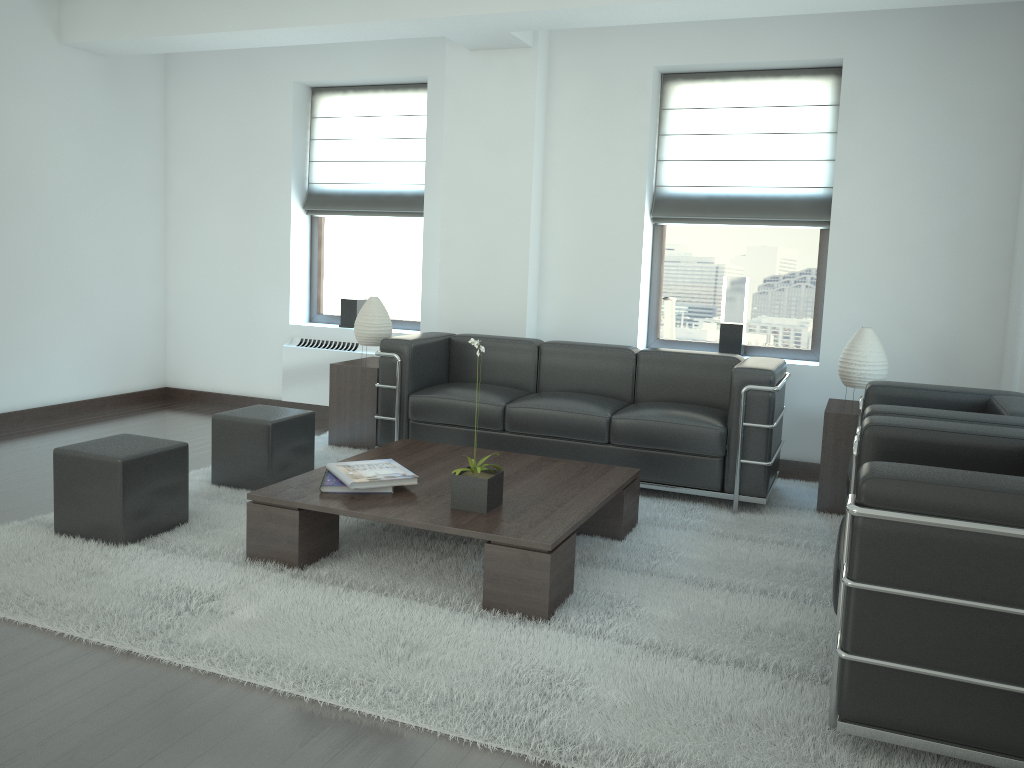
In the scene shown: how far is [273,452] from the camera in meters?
6.8

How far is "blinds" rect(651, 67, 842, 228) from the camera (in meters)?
8.17

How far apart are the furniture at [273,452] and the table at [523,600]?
0.8 meters

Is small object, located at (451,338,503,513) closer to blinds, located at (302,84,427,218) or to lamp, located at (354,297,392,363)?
lamp, located at (354,297,392,363)

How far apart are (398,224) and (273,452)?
4.0m

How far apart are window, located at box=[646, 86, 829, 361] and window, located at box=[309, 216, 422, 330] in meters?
2.7

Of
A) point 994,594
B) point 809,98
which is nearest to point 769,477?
point 994,594

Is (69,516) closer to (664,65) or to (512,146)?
(512,146)

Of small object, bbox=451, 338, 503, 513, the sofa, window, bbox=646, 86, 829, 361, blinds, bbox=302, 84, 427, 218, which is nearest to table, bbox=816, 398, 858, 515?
the sofa

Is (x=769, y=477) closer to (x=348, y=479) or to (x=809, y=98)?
(x=348, y=479)
